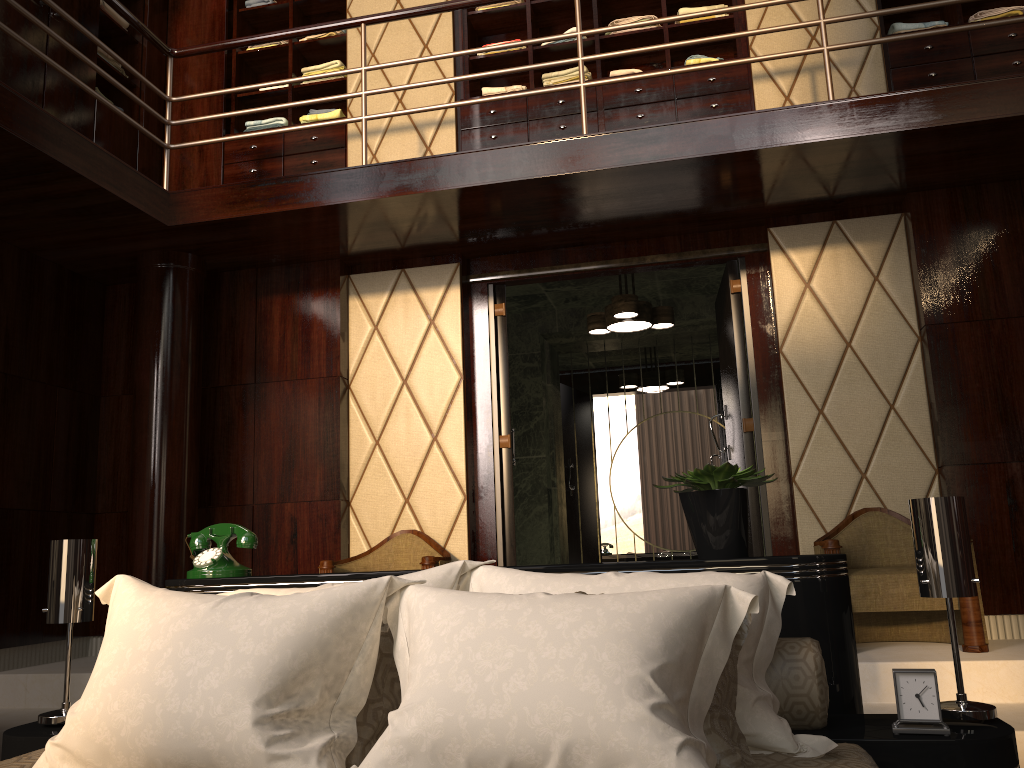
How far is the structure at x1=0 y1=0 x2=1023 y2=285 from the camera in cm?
338

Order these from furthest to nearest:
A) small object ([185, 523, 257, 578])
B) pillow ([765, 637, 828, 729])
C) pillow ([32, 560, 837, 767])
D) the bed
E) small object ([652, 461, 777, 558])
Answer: small object ([185, 523, 257, 578])
small object ([652, 461, 777, 558])
pillow ([765, 637, 828, 729])
the bed
pillow ([32, 560, 837, 767])

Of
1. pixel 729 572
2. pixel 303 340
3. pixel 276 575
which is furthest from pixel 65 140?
pixel 729 572

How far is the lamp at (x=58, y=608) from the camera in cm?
192

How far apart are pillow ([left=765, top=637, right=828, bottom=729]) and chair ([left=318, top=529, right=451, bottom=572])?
2.3 meters

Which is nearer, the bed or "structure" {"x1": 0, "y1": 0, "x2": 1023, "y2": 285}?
the bed

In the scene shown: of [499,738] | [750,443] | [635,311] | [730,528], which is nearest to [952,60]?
[635,311]

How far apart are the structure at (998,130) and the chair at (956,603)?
1.39m

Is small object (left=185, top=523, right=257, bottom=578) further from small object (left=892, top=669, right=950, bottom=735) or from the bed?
small object (left=892, top=669, right=950, bottom=735)

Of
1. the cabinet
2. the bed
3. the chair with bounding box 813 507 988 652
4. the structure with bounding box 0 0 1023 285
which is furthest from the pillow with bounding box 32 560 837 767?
the cabinet
